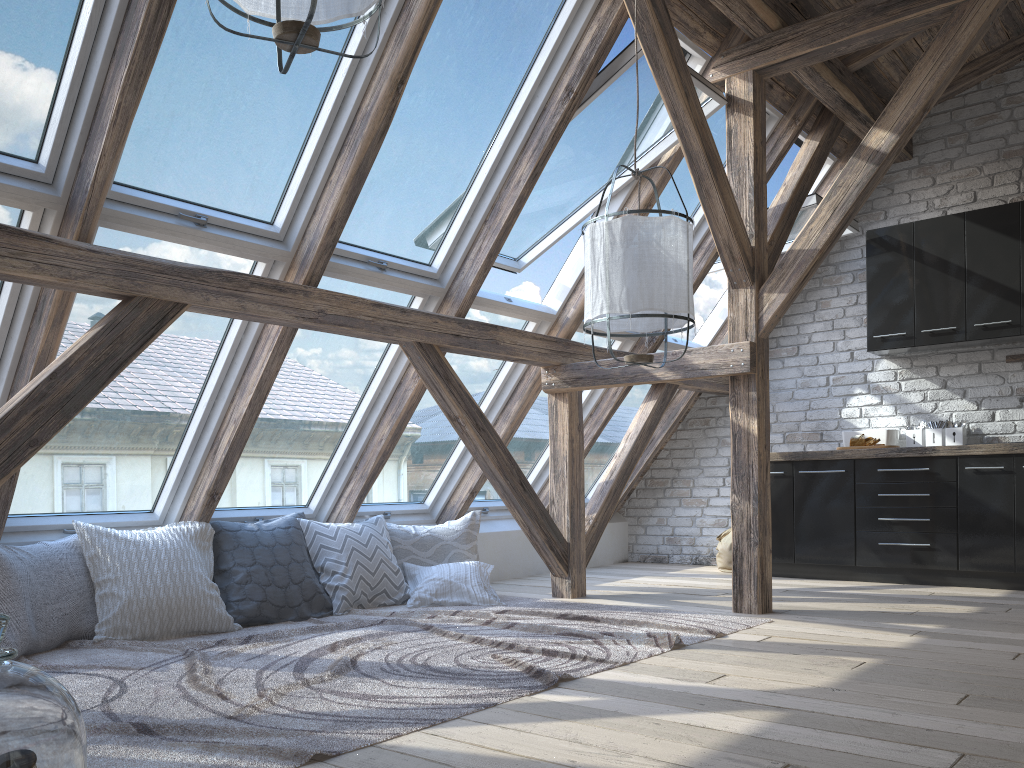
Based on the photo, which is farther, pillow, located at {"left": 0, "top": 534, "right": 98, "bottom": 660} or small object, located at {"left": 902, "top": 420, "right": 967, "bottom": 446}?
small object, located at {"left": 902, "top": 420, "right": 967, "bottom": 446}

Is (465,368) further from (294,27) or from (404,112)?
(294,27)

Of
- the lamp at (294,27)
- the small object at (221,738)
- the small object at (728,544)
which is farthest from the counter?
the lamp at (294,27)

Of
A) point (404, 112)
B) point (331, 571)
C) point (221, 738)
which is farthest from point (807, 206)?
point (221, 738)

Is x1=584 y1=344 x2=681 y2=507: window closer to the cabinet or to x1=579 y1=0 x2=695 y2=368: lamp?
the cabinet

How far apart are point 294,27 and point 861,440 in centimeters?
470cm

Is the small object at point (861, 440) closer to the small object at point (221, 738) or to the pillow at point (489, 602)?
the small object at point (221, 738)

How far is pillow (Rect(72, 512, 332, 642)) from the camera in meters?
3.7

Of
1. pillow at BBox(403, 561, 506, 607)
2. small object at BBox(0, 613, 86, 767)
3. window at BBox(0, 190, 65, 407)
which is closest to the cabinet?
pillow at BBox(403, 561, 506, 607)

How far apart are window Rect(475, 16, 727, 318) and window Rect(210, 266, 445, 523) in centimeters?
27cm
